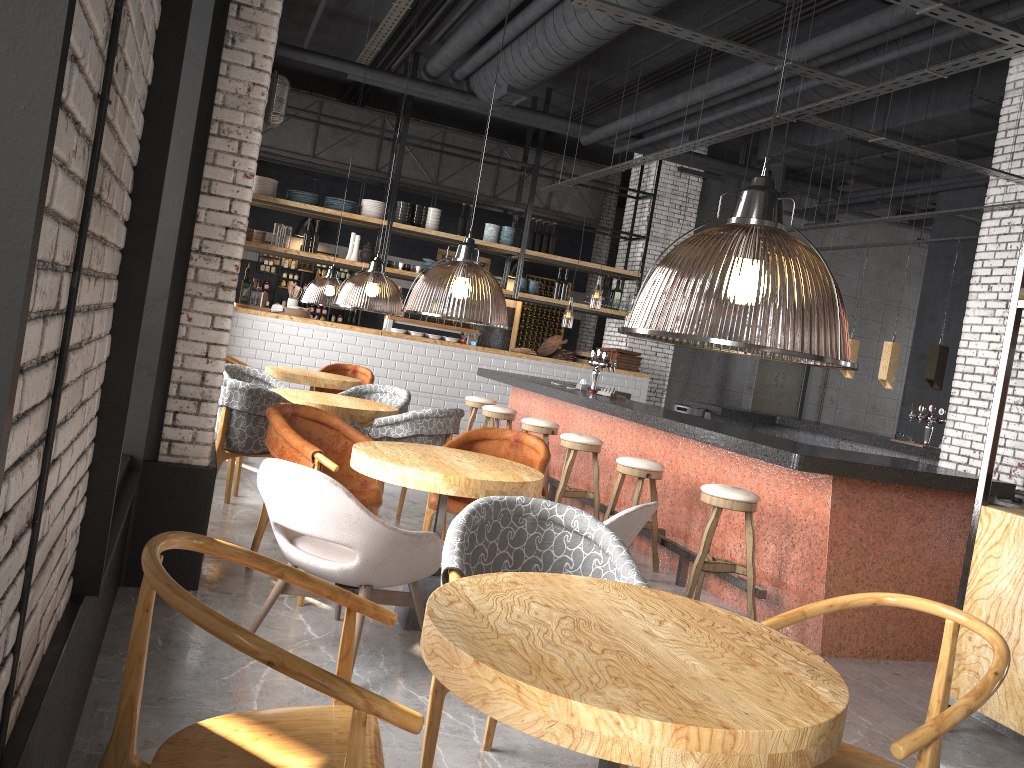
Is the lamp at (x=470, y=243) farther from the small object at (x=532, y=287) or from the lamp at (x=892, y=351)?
the lamp at (x=892, y=351)

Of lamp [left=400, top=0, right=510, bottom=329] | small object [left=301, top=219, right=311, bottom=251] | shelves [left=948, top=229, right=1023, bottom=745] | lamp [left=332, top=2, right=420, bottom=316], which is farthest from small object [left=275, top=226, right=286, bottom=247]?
shelves [left=948, top=229, right=1023, bottom=745]

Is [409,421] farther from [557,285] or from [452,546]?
[557,285]

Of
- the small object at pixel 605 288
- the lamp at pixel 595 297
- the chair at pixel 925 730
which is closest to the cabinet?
the lamp at pixel 595 297

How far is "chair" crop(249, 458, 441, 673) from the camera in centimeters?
331cm

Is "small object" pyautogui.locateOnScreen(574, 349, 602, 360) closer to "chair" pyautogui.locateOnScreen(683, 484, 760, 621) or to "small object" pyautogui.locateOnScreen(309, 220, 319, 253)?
"small object" pyautogui.locateOnScreen(309, 220, 319, 253)

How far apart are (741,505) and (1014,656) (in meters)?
1.57

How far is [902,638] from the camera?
5.06m

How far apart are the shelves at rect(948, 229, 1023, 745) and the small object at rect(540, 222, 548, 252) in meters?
8.9

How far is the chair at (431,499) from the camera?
4.9 meters
